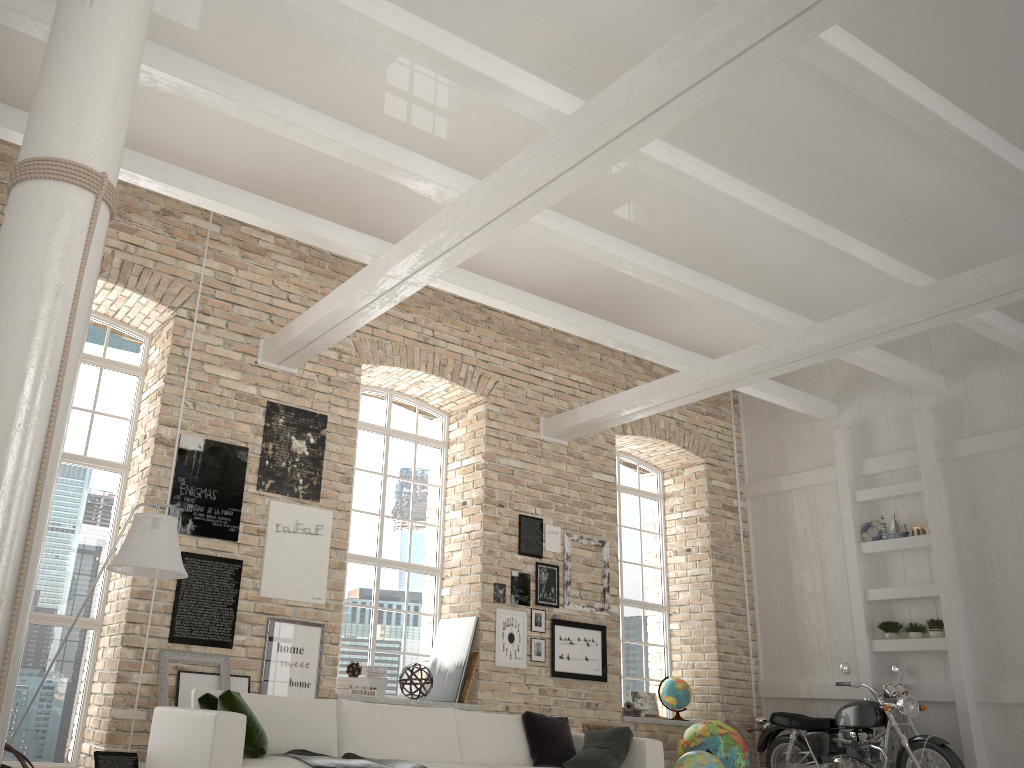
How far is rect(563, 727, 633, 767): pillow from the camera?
5.77m

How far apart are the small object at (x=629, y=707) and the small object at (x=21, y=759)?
6.91m

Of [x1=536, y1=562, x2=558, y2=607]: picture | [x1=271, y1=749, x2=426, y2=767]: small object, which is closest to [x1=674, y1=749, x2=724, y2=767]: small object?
[x1=536, y1=562, x2=558, y2=607]: picture

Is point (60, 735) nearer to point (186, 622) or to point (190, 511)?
point (186, 622)

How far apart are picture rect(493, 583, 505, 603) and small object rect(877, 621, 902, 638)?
3.8 meters

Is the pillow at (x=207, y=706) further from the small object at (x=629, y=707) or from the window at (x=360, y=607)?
the small object at (x=629, y=707)

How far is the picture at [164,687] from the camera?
6.2 meters

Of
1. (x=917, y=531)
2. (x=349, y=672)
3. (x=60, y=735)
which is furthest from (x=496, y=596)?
(x=917, y=531)

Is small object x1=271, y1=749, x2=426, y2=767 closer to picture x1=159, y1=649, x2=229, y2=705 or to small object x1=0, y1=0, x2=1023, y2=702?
picture x1=159, y1=649, x2=229, y2=705

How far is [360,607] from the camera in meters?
8.1
